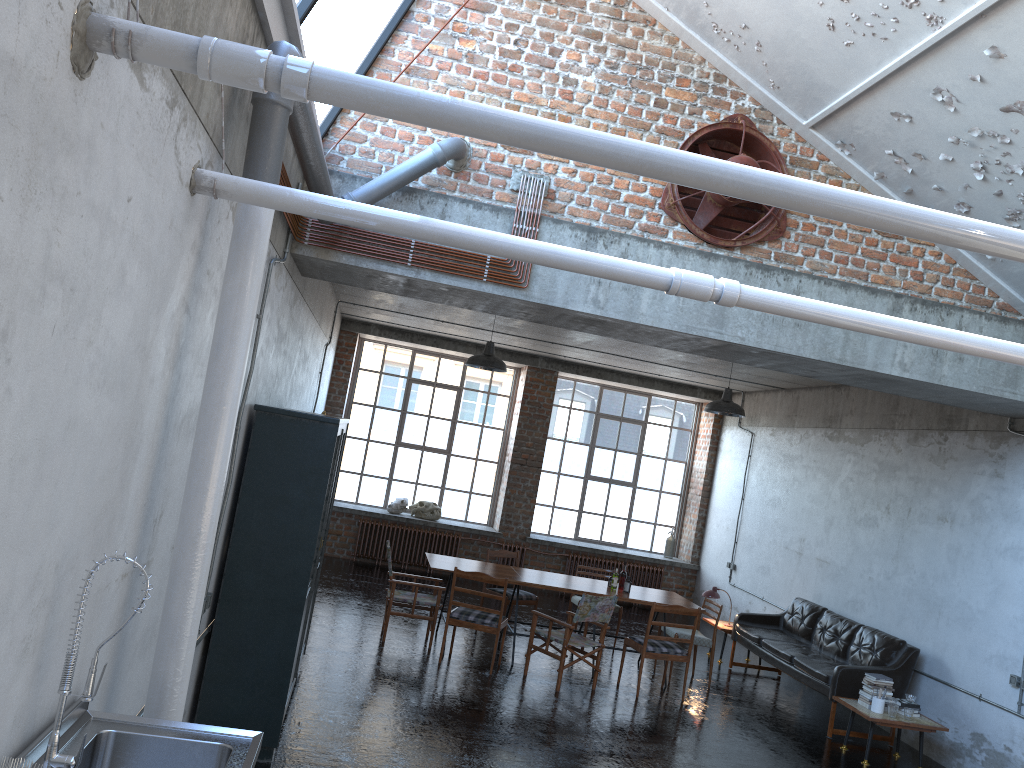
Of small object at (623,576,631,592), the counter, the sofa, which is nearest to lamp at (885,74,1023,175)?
the sofa

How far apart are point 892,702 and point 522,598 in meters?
4.3 m

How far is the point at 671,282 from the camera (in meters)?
3.57

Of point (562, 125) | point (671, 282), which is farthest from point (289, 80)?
point (671, 282)

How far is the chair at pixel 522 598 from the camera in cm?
1094

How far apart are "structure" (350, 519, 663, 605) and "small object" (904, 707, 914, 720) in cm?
702

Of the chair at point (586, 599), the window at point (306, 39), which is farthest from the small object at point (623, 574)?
the window at point (306, 39)

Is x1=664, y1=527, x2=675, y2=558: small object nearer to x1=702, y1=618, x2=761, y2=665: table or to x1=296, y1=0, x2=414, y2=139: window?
x1=702, y1=618, x2=761, y2=665: table

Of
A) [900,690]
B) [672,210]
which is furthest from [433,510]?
[672,210]

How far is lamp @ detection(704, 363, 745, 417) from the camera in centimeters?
1047cm
